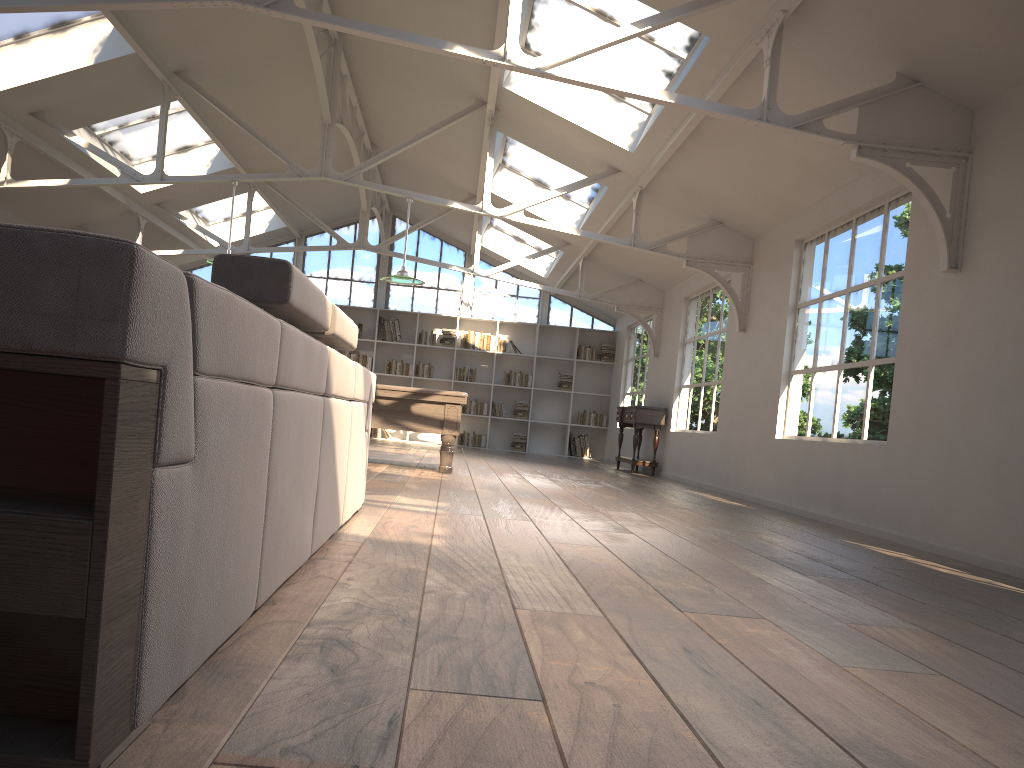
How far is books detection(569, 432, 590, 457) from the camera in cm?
1598

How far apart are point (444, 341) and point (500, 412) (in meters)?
1.62

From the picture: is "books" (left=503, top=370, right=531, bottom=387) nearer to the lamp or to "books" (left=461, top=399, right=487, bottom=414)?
"books" (left=461, top=399, right=487, bottom=414)

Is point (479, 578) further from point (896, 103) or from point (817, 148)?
point (817, 148)

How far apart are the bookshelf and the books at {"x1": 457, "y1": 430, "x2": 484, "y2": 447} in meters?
0.1 m

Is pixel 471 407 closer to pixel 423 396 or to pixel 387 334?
pixel 387 334

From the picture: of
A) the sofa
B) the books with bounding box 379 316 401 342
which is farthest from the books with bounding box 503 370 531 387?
the sofa

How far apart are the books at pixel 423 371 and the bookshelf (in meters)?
0.12

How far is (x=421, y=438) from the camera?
16.1m

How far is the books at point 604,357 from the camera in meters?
16.1
